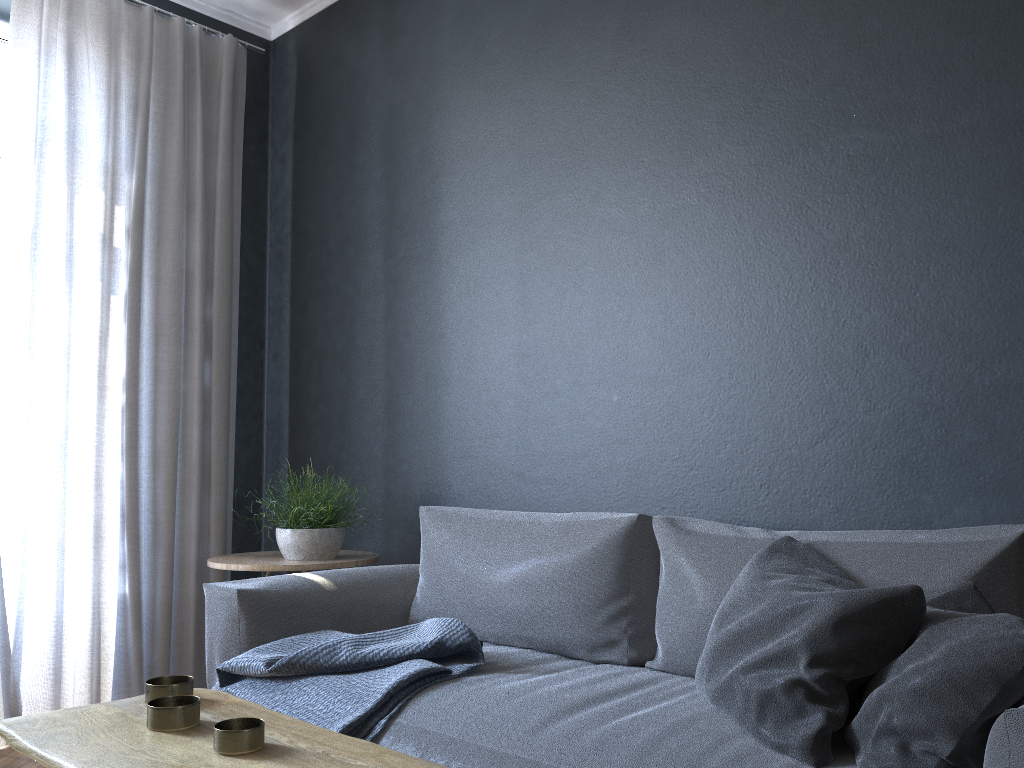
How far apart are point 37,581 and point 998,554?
3.0 meters

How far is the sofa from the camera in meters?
1.7

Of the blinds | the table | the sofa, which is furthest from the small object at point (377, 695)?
the blinds

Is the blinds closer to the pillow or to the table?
the table

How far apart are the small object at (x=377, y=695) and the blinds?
1.2m

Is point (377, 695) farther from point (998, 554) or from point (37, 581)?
point (37, 581)

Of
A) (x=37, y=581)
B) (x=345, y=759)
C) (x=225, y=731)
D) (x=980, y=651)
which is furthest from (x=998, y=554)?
(x=37, y=581)

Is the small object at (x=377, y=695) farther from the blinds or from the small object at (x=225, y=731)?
the blinds

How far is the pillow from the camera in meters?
1.3

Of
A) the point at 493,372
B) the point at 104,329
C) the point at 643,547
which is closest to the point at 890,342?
the point at 643,547
